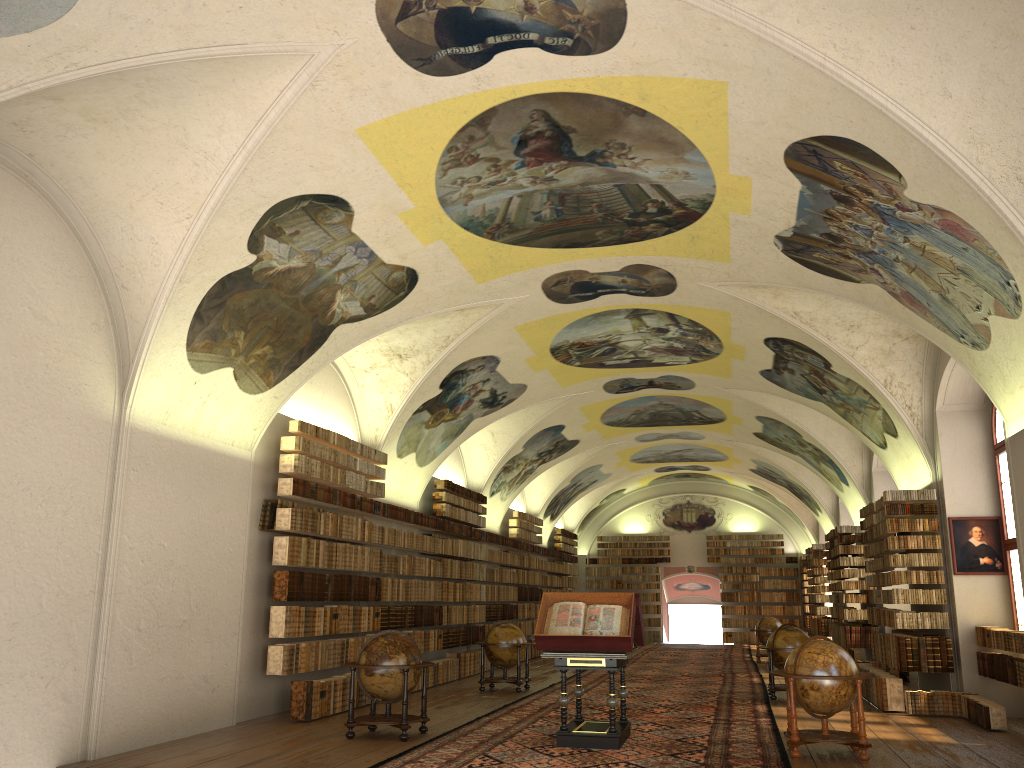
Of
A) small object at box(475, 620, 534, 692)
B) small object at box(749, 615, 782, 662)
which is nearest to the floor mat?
small object at box(749, 615, 782, 662)

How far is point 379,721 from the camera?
12.0 meters

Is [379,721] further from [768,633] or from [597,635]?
[768,633]

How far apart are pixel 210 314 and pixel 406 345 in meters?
5.8

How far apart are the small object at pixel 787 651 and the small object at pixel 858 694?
5.7 meters

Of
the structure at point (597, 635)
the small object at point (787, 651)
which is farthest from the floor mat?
the small object at point (787, 651)

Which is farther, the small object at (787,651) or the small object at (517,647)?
the small object at (517,647)

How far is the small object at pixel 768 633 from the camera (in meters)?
27.42

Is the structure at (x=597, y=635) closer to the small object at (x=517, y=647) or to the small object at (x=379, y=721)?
the small object at (x=379, y=721)

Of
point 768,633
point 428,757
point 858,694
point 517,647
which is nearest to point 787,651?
point 517,647
